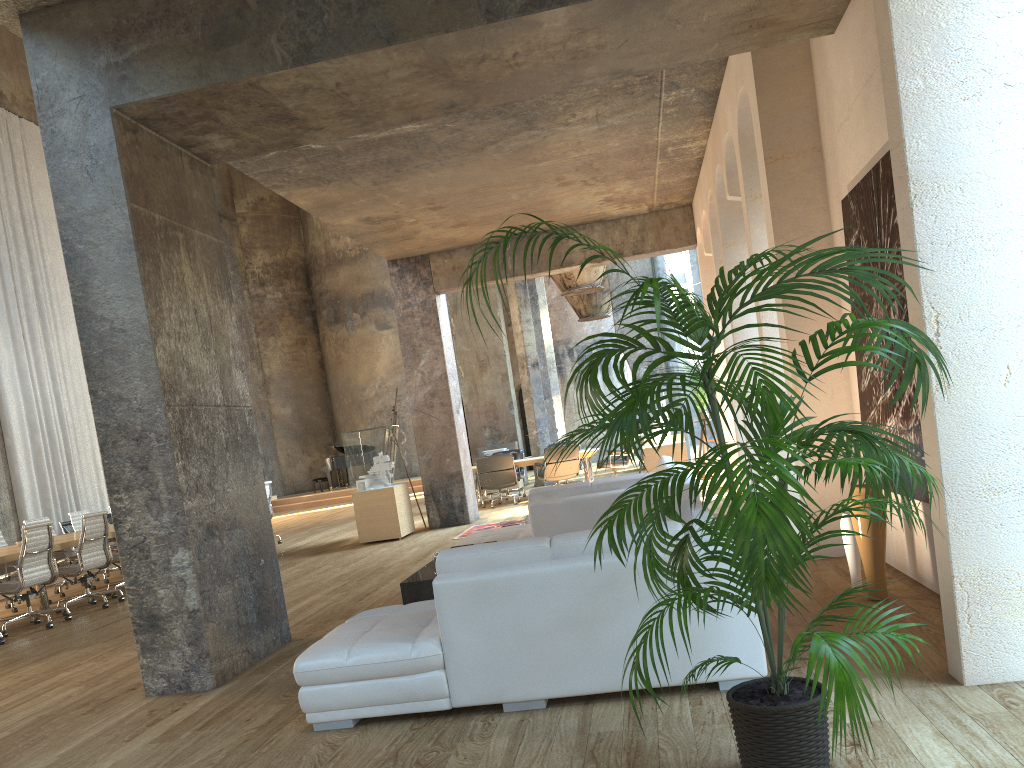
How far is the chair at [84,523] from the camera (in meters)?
9.15

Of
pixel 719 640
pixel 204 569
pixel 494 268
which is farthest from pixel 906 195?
pixel 204 569

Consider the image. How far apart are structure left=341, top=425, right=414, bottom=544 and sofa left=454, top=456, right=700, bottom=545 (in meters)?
0.81

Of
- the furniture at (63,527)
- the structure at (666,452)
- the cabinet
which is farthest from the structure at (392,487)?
the furniture at (63,527)

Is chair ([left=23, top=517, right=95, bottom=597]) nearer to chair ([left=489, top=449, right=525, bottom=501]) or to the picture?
chair ([left=489, top=449, right=525, bottom=501])

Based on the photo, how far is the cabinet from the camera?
5.4m

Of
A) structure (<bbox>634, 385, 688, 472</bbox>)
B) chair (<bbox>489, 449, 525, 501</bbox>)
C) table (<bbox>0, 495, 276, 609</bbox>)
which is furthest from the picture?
chair (<bbox>489, 449, 525, 501</bbox>)

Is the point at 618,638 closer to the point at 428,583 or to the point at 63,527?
the point at 428,583

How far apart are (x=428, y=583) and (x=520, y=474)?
10.8 meters

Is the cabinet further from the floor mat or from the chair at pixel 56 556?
the chair at pixel 56 556
